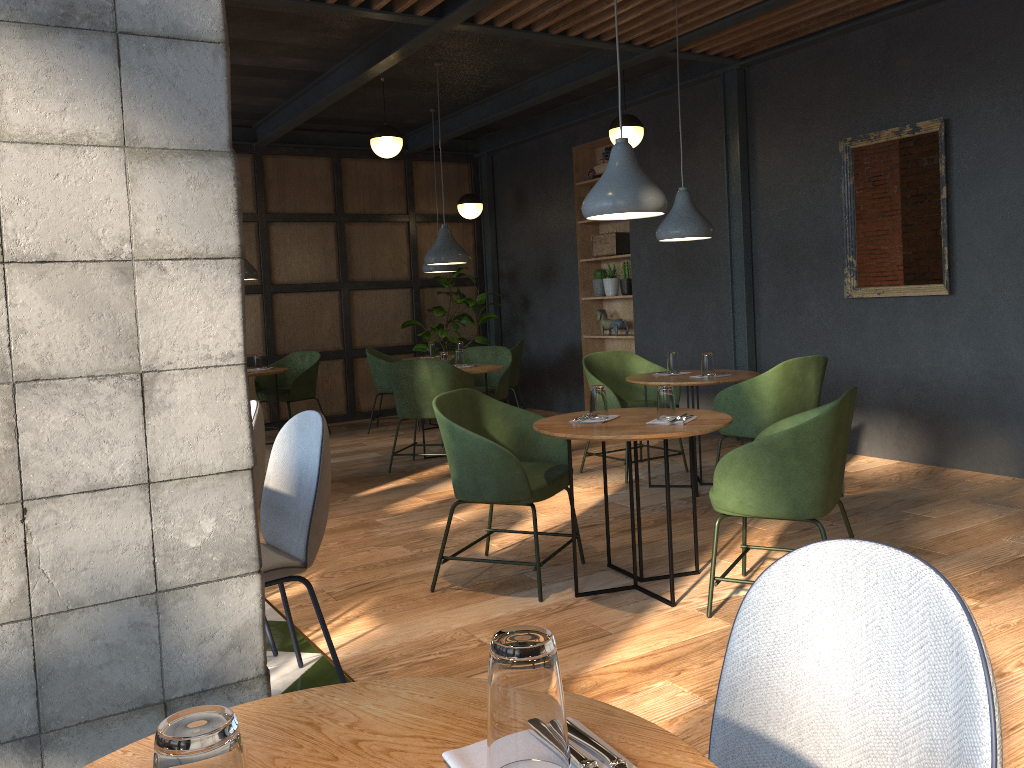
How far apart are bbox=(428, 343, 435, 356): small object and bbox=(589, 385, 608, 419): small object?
5.2m

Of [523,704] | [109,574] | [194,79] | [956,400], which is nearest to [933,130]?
[956,400]

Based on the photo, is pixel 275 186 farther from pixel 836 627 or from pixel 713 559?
pixel 836 627

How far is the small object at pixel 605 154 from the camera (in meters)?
8.41

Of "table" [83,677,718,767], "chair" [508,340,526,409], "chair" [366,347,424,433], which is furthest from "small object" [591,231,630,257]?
"table" [83,677,718,767]

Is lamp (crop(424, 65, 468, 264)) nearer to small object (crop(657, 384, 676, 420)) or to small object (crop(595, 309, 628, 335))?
small object (crop(595, 309, 628, 335))

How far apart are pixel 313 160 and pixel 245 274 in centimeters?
198cm

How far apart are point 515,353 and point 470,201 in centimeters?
182cm

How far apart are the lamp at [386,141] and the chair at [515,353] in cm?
217

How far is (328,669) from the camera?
3.0m
